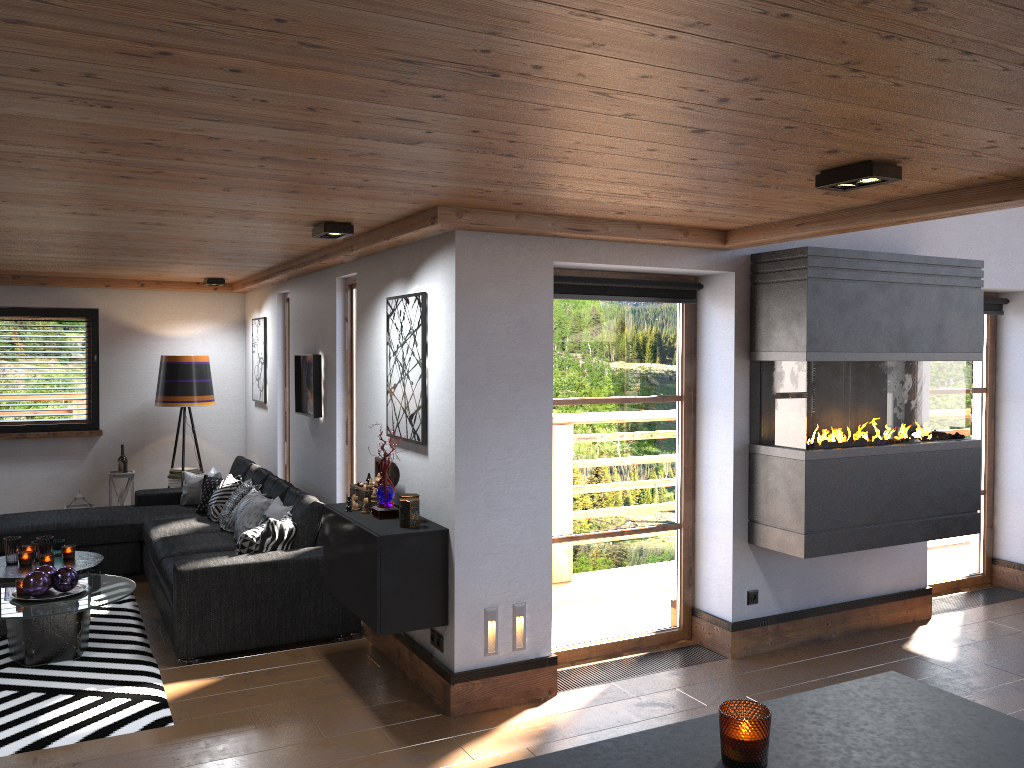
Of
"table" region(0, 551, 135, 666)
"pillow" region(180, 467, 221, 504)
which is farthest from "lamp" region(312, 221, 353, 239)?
"pillow" region(180, 467, 221, 504)

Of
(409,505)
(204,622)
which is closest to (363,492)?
(409,505)

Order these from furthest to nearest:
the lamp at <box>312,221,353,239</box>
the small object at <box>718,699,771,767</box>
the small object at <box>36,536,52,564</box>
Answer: the small object at <box>36,536,52,564</box>
the lamp at <box>312,221,353,239</box>
the small object at <box>718,699,771,767</box>

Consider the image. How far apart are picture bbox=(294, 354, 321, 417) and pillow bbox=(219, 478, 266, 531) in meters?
0.7 m

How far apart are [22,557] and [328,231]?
3.0m

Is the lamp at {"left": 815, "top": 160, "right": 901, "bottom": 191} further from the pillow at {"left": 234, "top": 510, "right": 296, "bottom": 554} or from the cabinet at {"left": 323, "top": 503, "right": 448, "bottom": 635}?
the pillow at {"left": 234, "top": 510, "right": 296, "bottom": 554}

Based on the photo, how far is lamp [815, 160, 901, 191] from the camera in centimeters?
297cm

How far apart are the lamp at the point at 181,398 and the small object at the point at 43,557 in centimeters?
264cm

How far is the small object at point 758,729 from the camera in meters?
1.3

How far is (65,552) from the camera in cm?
574
